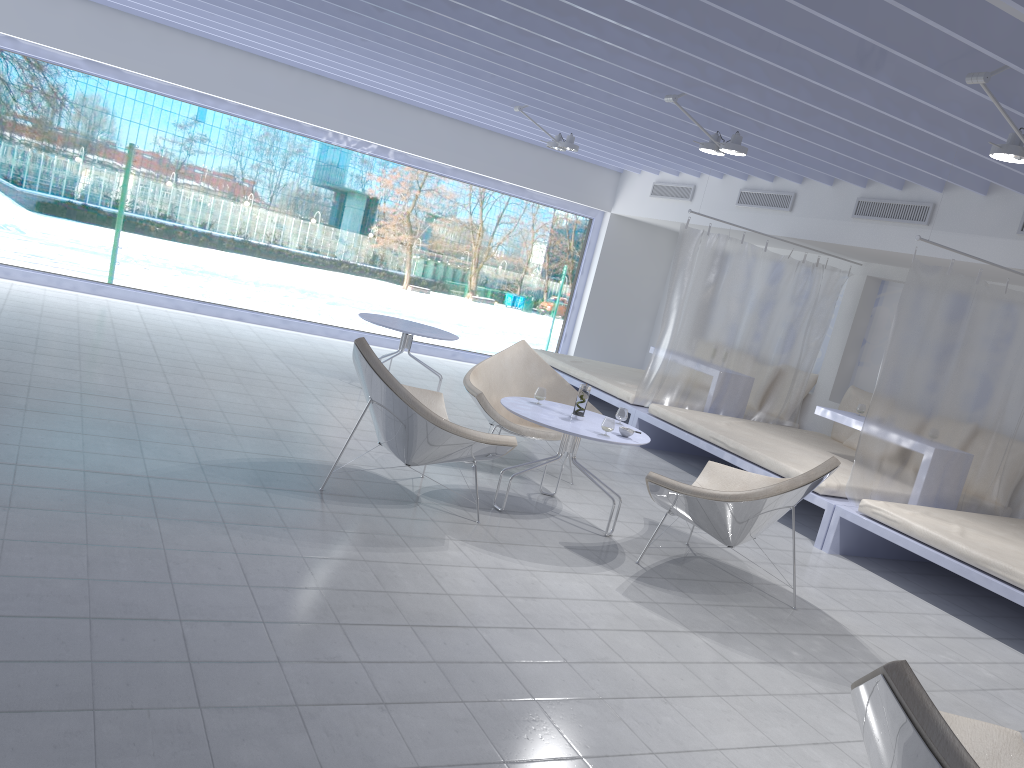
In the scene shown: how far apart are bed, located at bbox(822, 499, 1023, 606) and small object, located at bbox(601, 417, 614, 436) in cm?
188

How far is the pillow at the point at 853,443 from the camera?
7.5 meters

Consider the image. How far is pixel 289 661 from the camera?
2.6 meters

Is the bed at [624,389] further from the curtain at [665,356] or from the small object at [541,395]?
the small object at [541,395]

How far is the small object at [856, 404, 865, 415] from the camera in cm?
675

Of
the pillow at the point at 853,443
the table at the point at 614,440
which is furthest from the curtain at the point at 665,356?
the table at the point at 614,440

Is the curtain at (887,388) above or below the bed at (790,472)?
above

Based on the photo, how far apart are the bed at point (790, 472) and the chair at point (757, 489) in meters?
1.0 m

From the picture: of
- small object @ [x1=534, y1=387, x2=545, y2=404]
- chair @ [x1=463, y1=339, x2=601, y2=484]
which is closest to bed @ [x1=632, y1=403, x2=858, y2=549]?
chair @ [x1=463, y1=339, x2=601, y2=484]

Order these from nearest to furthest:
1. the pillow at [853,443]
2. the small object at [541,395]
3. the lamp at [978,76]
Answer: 1. the lamp at [978,76]
2. the small object at [541,395]
3. the pillow at [853,443]
